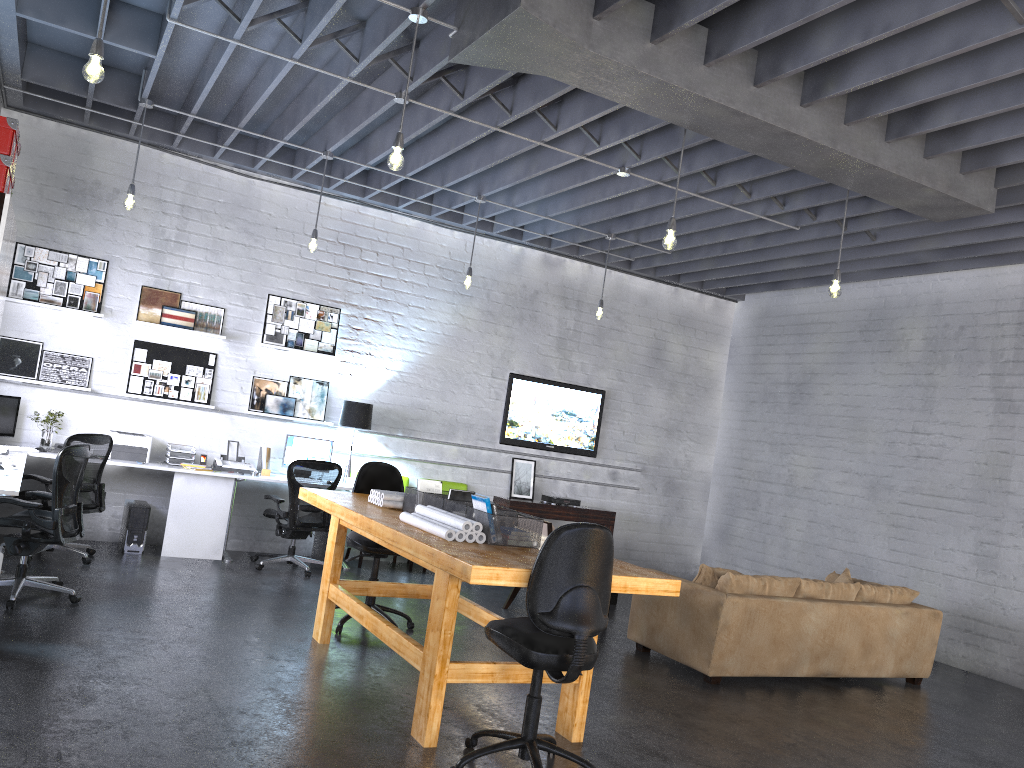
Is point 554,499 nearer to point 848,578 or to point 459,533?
point 848,578

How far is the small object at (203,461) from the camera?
8.36m

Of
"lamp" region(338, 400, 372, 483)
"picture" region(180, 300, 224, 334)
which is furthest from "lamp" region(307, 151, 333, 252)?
"lamp" region(338, 400, 372, 483)

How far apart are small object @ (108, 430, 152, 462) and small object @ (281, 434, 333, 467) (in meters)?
1.27

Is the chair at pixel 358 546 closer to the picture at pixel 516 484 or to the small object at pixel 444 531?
the small object at pixel 444 531

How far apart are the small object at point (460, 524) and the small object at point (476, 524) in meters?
0.0

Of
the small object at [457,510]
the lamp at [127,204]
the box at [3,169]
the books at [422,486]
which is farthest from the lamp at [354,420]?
the box at [3,169]

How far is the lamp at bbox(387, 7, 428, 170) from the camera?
4.7 meters

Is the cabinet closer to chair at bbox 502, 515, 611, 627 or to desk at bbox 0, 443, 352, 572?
desk at bbox 0, 443, 352, 572

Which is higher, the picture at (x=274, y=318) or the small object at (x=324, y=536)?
the picture at (x=274, y=318)
